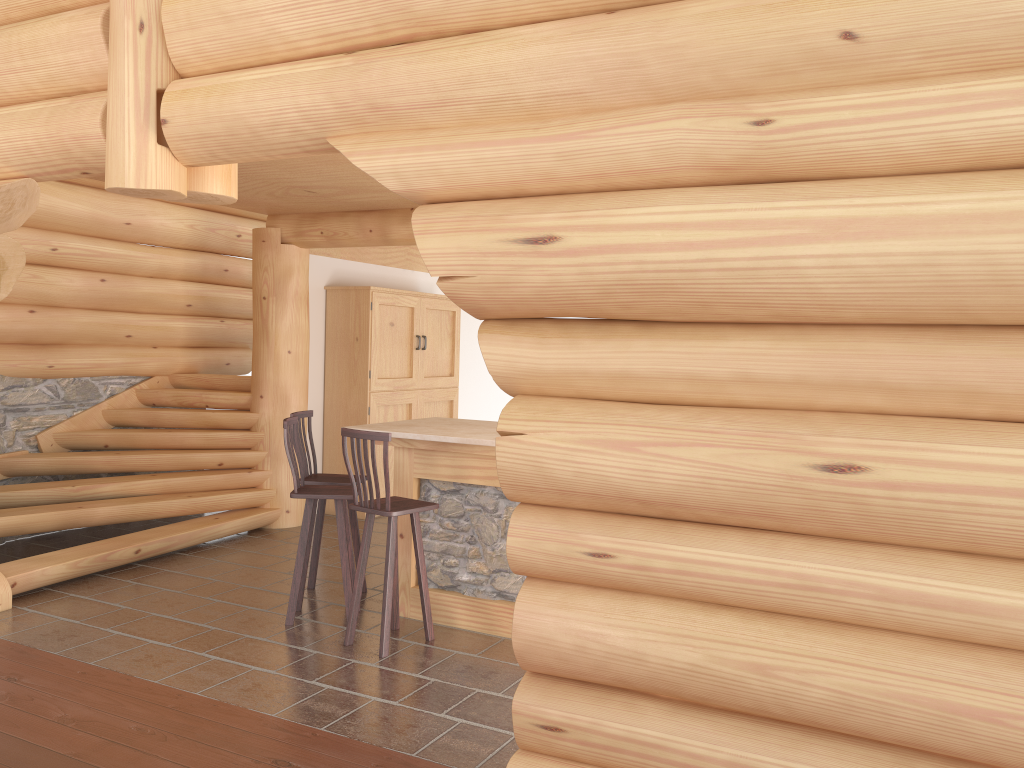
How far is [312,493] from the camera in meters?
5.7

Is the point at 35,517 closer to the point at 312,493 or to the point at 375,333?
the point at 312,493

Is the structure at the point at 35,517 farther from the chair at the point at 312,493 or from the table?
the table

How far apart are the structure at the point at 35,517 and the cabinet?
0.9 meters

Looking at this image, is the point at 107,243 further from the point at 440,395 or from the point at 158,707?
the point at 158,707

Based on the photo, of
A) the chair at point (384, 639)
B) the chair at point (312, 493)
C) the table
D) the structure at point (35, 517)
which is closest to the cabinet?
the structure at point (35, 517)

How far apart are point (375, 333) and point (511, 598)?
4.23m

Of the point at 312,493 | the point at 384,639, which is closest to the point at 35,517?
the point at 312,493

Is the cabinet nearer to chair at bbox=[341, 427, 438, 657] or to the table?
the table

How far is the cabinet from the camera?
9.2 meters
